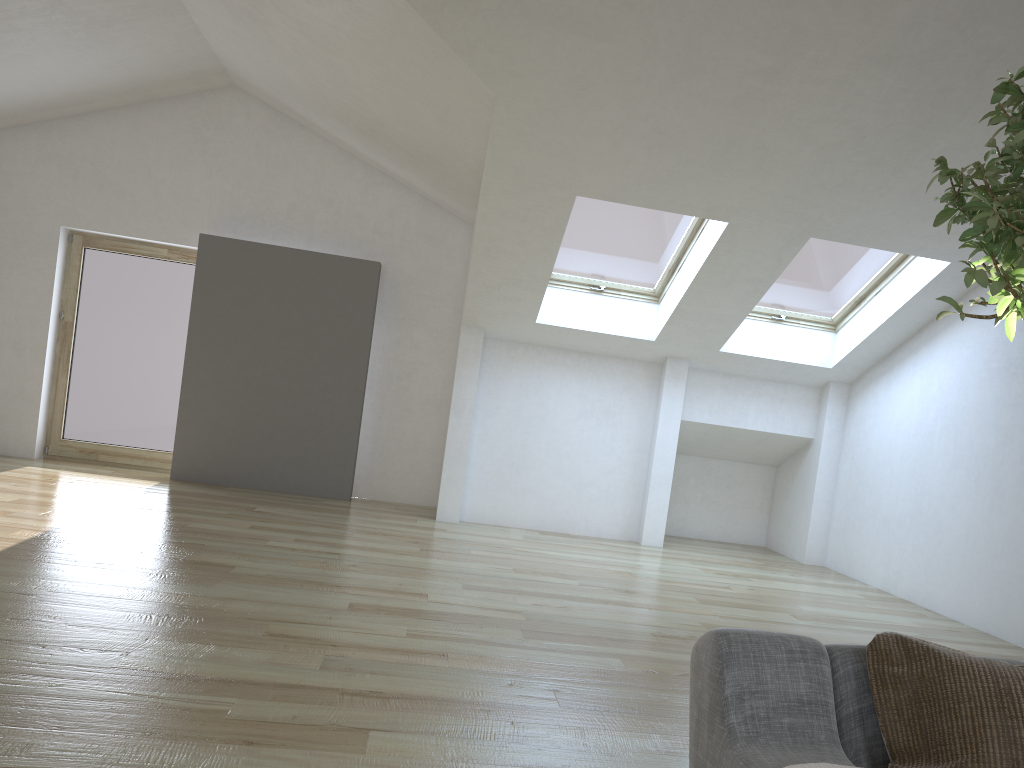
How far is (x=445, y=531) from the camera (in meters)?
7.16

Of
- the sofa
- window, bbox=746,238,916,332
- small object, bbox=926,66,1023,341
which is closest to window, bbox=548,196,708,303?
window, bbox=746,238,916,332

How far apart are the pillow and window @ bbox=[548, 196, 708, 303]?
5.5m

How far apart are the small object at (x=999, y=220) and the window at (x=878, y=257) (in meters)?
4.63

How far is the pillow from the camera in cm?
133

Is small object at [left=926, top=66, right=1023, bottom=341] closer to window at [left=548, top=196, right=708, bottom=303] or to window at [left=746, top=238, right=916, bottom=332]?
window at [left=548, top=196, right=708, bottom=303]

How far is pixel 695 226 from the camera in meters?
6.6

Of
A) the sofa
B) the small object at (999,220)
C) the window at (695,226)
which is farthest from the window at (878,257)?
the sofa

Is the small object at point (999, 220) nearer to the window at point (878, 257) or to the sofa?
the sofa

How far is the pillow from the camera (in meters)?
1.33
